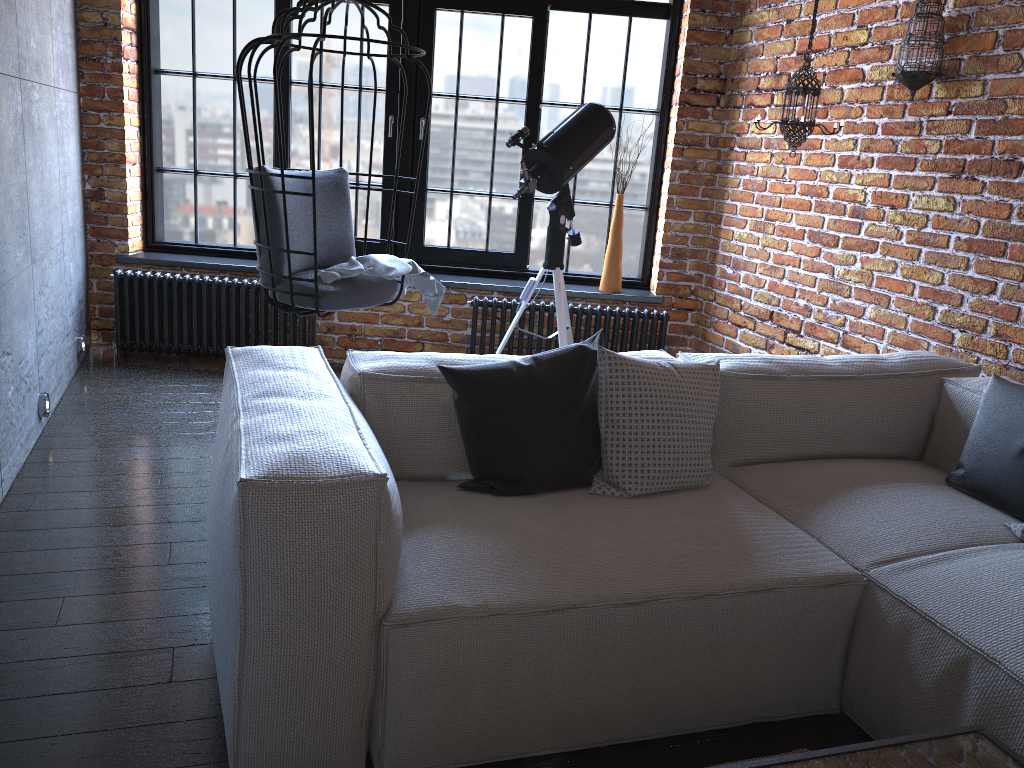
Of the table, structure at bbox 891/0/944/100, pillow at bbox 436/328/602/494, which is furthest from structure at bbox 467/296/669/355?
the table

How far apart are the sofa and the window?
2.2m

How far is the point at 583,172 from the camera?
41.4 meters

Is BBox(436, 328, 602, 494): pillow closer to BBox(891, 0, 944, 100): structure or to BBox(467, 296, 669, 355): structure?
BBox(891, 0, 944, 100): structure

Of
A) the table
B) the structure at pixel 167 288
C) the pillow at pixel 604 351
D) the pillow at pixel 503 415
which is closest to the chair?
the structure at pixel 167 288

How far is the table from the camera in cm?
128

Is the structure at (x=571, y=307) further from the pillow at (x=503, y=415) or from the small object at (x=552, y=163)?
the pillow at (x=503, y=415)

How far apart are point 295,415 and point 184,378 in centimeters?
287cm

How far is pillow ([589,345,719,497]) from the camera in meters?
2.3 m

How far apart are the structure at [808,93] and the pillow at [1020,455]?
1.4m
